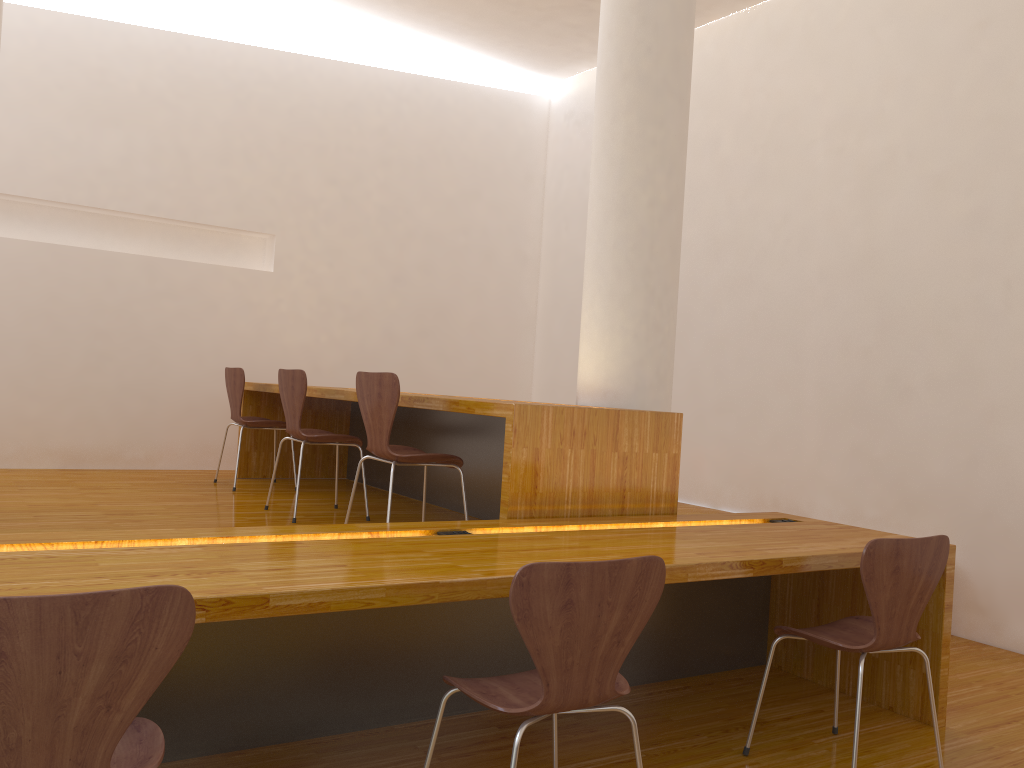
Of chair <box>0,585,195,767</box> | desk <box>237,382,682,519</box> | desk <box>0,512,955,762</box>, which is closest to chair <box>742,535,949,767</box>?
desk <box>0,512,955,762</box>

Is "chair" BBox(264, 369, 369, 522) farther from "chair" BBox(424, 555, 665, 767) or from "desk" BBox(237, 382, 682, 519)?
"chair" BBox(424, 555, 665, 767)

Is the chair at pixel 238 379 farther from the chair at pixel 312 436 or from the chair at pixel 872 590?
the chair at pixel 872 590

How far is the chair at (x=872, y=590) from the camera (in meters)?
2.35

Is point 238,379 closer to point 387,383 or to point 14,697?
point 387,383

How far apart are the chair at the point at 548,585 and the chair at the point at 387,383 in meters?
1.3

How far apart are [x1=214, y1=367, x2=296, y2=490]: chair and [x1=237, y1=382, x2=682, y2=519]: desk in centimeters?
17cm

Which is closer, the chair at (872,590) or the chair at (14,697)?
the chair at (14,697)

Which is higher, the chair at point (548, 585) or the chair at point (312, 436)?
the chair at point (312, 436)

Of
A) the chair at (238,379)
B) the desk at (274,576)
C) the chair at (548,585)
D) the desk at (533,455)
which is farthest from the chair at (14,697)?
the chair at (238,379)
